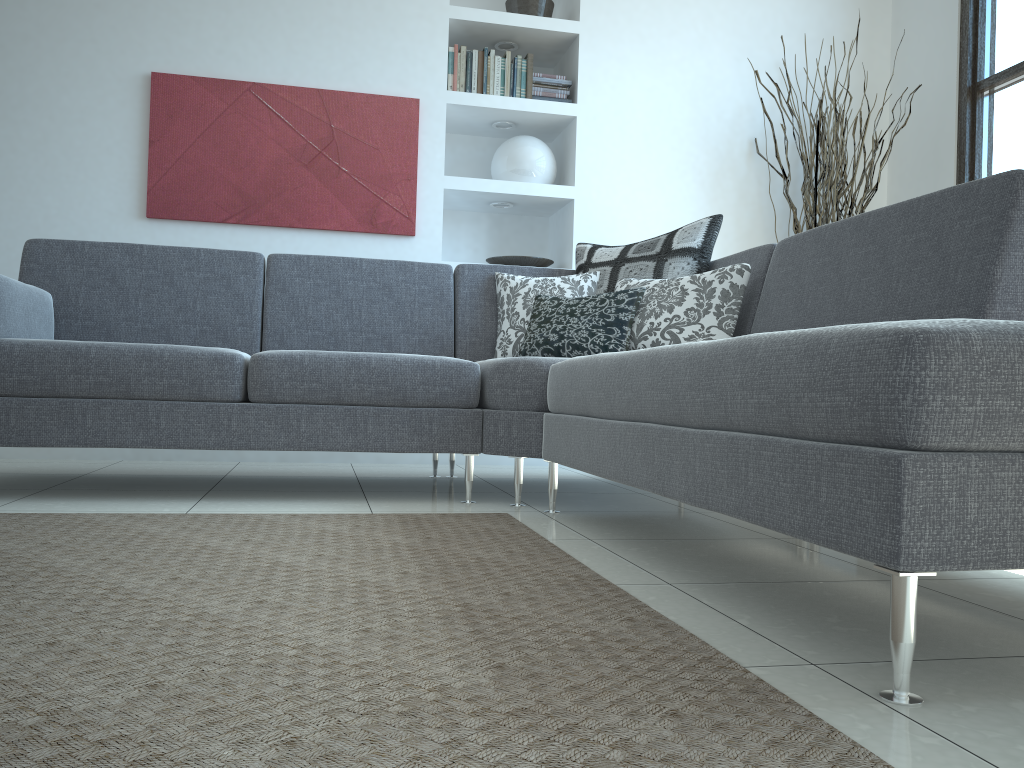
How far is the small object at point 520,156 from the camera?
4.4 meters

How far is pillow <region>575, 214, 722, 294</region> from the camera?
3.2m

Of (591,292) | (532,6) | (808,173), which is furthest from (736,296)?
(532,6)

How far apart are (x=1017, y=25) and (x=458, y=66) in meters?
2.6 m

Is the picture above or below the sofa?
above

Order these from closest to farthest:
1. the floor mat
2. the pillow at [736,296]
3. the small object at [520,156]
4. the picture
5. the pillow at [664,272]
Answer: the floor mat
the pillow at [736,296]
the pillow at [664,272]
the picture
the small object at [520,156]

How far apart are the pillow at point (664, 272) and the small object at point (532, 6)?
1.6 meters

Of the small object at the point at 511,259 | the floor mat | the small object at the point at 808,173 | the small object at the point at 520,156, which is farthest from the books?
the floor mat

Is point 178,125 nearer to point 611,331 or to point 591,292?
point 591,292

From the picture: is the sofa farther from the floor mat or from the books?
the books
